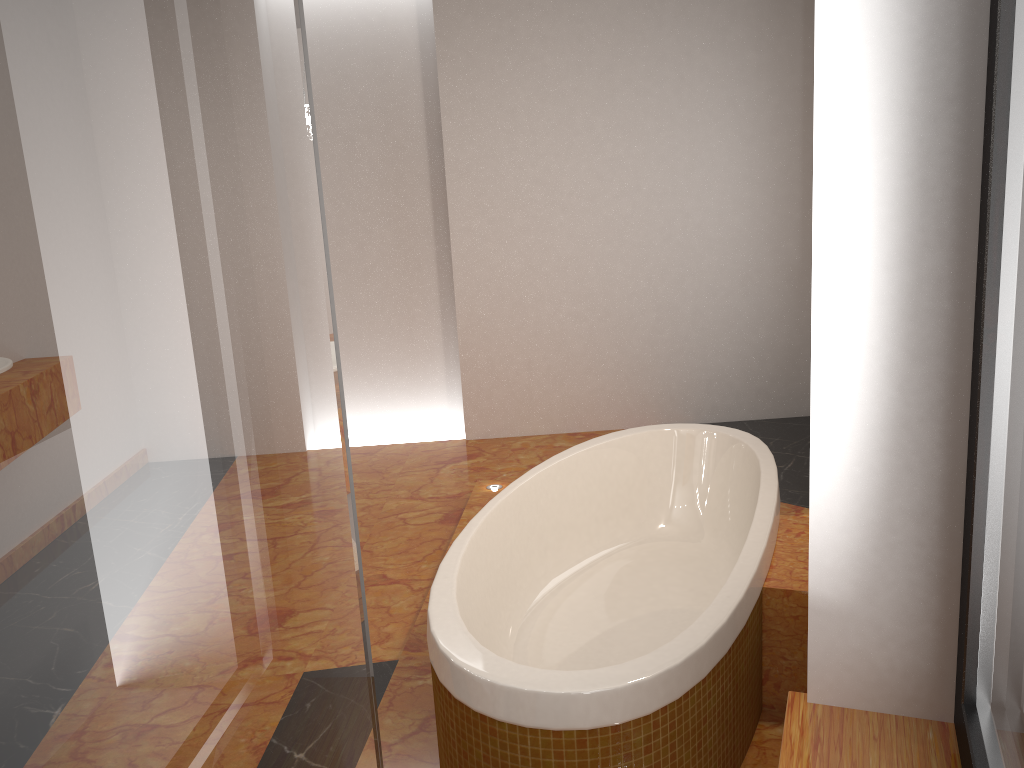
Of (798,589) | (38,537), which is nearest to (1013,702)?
(38,537)

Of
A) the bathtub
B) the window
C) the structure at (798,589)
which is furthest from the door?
the structure at (798,589)

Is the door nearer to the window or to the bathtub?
the window

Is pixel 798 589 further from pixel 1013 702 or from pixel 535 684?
pixel 1013 702

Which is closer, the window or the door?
the door

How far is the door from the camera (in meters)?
0.22

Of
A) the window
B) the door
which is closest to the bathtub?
the window

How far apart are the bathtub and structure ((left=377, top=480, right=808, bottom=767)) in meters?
0.0

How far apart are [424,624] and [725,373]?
2.81m

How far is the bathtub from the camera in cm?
162
